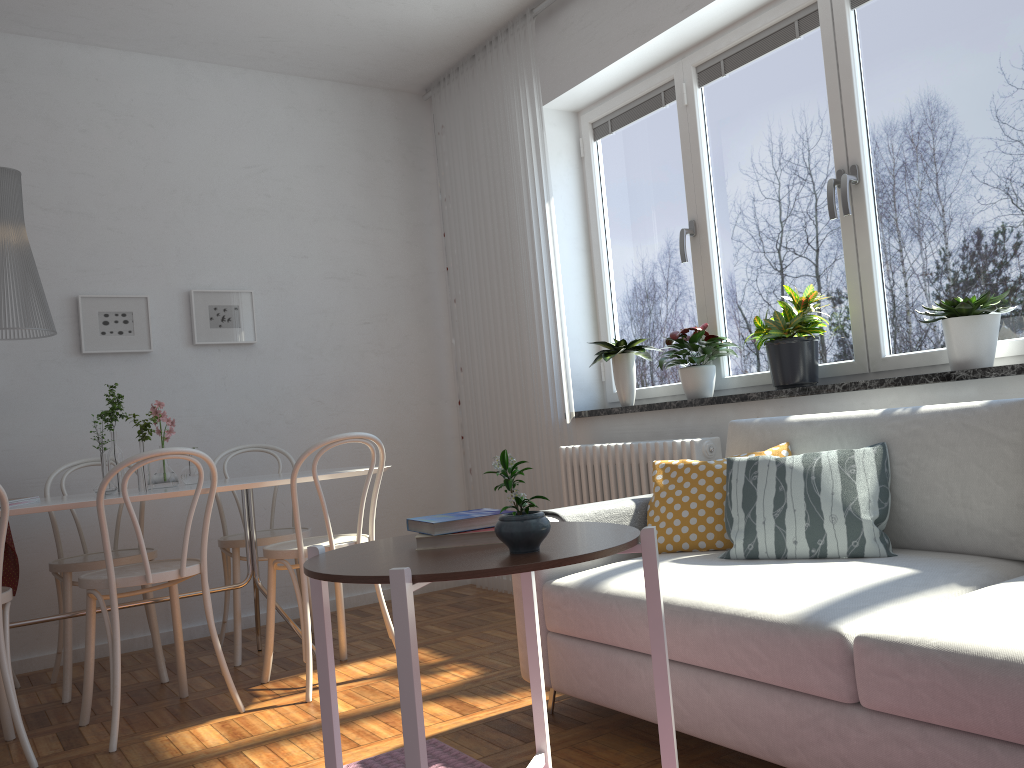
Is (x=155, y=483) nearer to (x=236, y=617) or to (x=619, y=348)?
(x=236, y=617)

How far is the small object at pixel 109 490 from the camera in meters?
3.2 m

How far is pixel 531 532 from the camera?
1.4 meters

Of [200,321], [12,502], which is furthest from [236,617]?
[200,321]

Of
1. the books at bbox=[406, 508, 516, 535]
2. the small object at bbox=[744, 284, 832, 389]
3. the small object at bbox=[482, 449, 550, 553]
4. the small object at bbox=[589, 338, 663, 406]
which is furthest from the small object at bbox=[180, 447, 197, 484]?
the small object at bbox=[482, 449, 550, 553]

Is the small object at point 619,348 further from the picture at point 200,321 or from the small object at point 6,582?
the small object at point 6,582

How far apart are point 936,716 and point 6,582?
3.54m

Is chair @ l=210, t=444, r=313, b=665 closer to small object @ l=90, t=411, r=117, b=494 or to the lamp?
A: small object @ l=90, t=411, r=117, b=494

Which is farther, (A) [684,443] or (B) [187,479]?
(B) [187,479]

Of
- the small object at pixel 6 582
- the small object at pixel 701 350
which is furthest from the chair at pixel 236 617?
the small object at pixel 701 350
